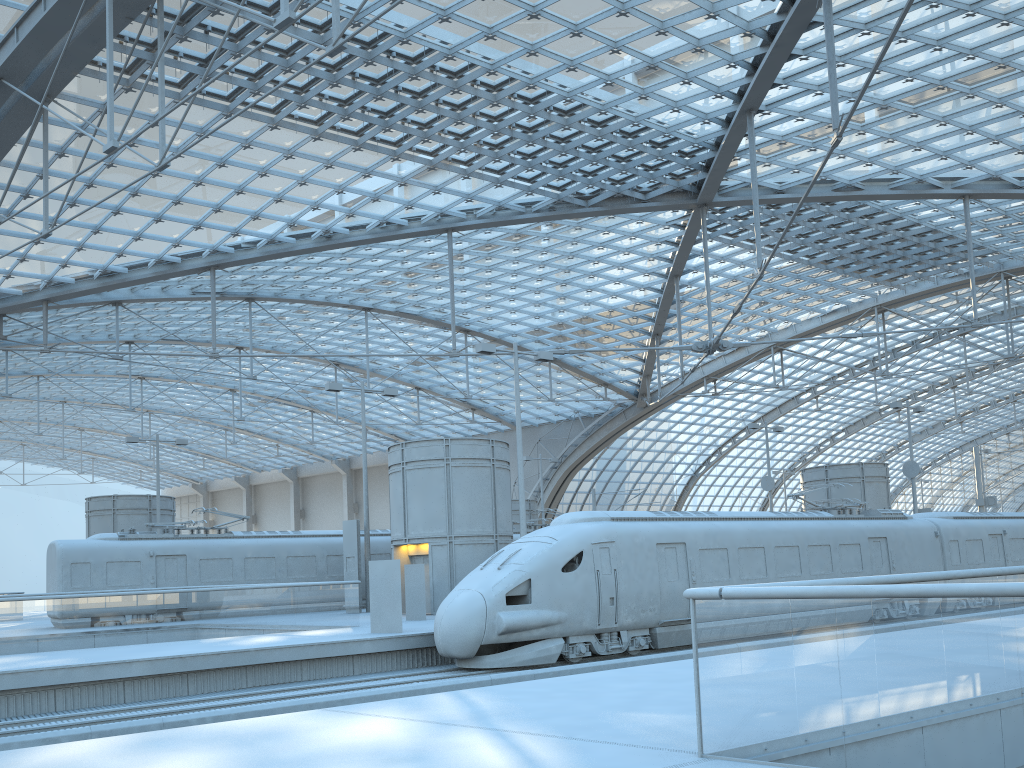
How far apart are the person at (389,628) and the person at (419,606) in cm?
427

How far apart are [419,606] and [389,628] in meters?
4.5 m

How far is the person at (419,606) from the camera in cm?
2397

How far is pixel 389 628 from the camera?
19.5m

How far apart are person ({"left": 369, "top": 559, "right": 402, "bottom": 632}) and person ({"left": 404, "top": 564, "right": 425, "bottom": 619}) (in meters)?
4.27

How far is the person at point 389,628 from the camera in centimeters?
1952cm

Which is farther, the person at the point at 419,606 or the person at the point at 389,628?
the person at the point at 419,606

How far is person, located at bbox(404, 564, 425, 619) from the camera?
24.0m
